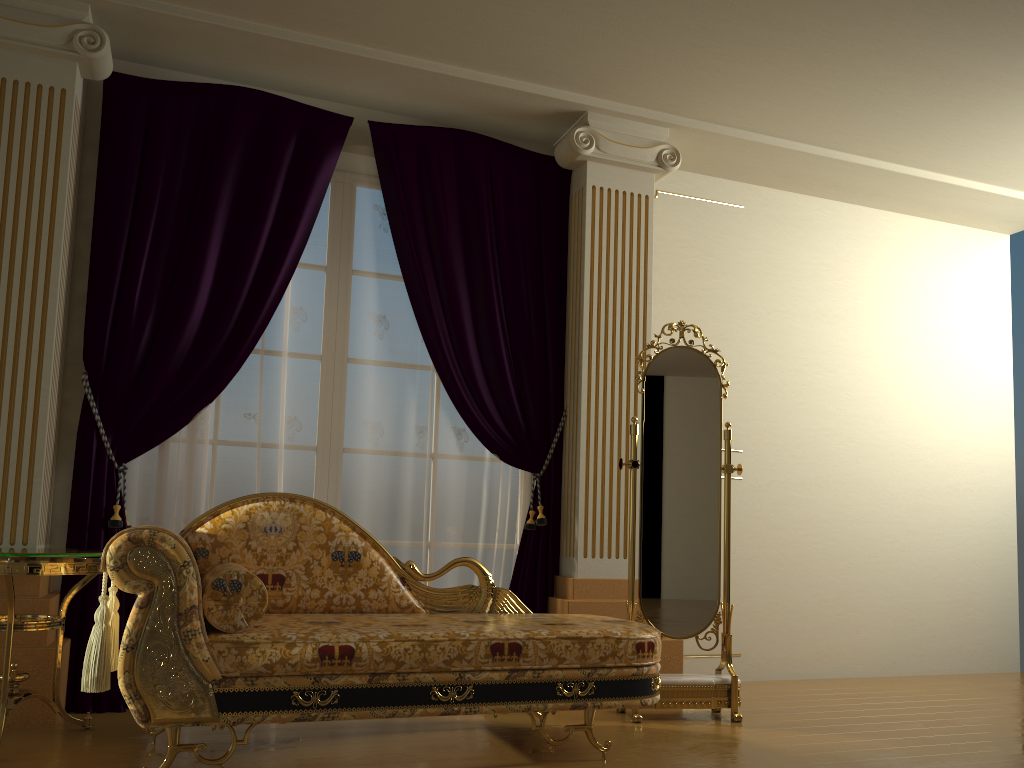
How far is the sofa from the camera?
2.4m

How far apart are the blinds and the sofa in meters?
0.6

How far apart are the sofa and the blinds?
0.58m

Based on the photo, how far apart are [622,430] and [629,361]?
0.3m

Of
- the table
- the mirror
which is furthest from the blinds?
the mirror

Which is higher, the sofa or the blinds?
the blinds

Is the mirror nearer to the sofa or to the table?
the sofa

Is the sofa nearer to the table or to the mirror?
the table

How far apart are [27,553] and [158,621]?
0.62m

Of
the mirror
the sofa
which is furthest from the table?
the mirror
